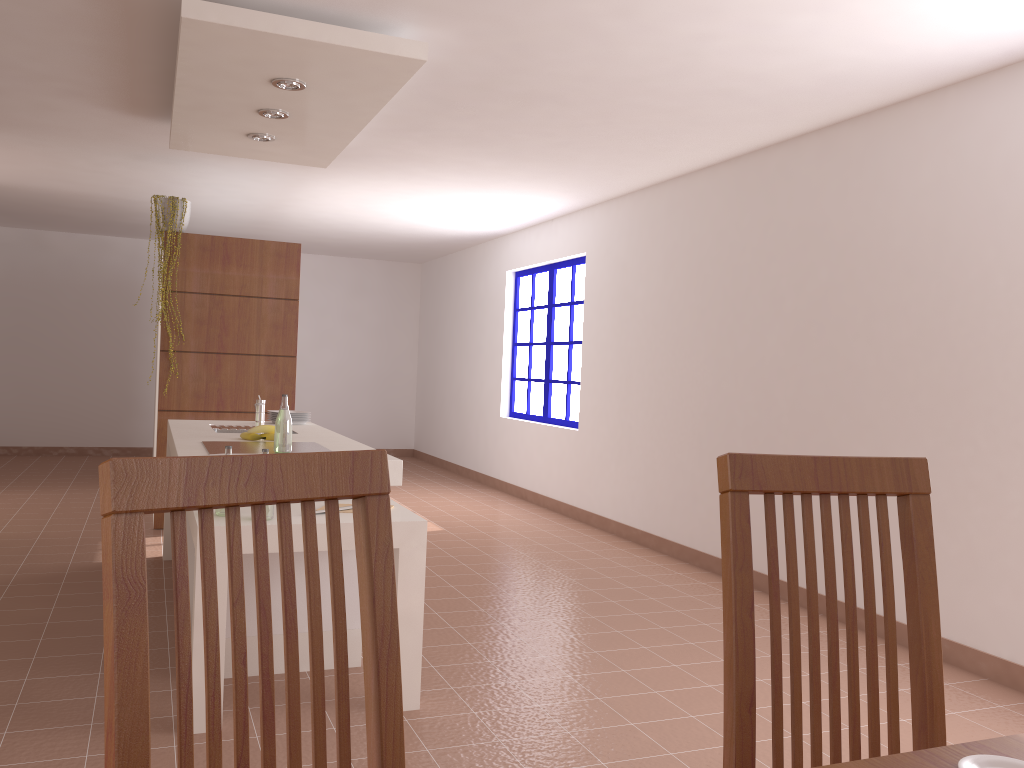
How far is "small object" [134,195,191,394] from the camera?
5.9m

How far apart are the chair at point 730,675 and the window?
6.0 meters

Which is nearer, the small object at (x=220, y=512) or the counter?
the small object at (x=220, y=512)

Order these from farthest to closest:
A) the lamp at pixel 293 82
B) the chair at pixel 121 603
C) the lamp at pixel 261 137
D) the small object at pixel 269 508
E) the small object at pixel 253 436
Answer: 1. the lamp at pixel 261 137
2. the small object at pixel 253 436
3. the lamp at pixel 293 82
4. the small object at pixel 269 508
5. the chair at pixel 121 603

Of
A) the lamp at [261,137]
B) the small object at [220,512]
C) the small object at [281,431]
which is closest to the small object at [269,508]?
the small object at [220,512]

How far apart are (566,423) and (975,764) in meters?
6.5 m

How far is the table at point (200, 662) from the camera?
2.75m

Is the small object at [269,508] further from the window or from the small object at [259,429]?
the window

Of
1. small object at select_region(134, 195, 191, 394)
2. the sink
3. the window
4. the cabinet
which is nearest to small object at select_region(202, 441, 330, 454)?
the cabinet

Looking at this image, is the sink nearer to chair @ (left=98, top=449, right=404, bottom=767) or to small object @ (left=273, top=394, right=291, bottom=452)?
small object @ (left=273, top=394, right=291, bottom=452)
